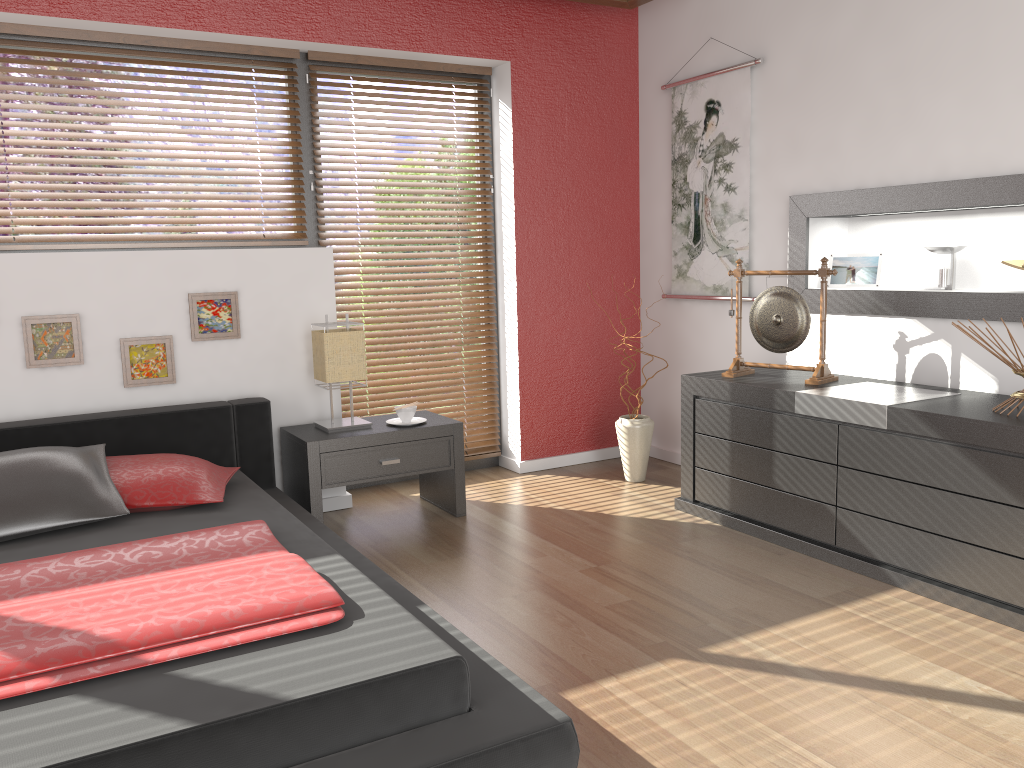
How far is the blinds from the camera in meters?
3.7

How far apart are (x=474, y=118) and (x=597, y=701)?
3.2 meters

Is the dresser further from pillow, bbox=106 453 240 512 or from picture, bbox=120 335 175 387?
picture, bbox=120 335 175 387

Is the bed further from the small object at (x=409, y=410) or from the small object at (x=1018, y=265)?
the small object at (x=1018, y=265)

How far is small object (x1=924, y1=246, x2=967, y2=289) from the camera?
3.44m

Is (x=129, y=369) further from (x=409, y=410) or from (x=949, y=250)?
(x=949, y=250)

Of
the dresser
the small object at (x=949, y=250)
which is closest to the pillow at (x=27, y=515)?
the dresser

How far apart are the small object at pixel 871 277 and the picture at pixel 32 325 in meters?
3.1 m

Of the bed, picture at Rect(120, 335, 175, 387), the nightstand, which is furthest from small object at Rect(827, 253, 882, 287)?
picture at Rect(120, 335, 175, 387)

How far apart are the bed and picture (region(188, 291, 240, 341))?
0.3m
